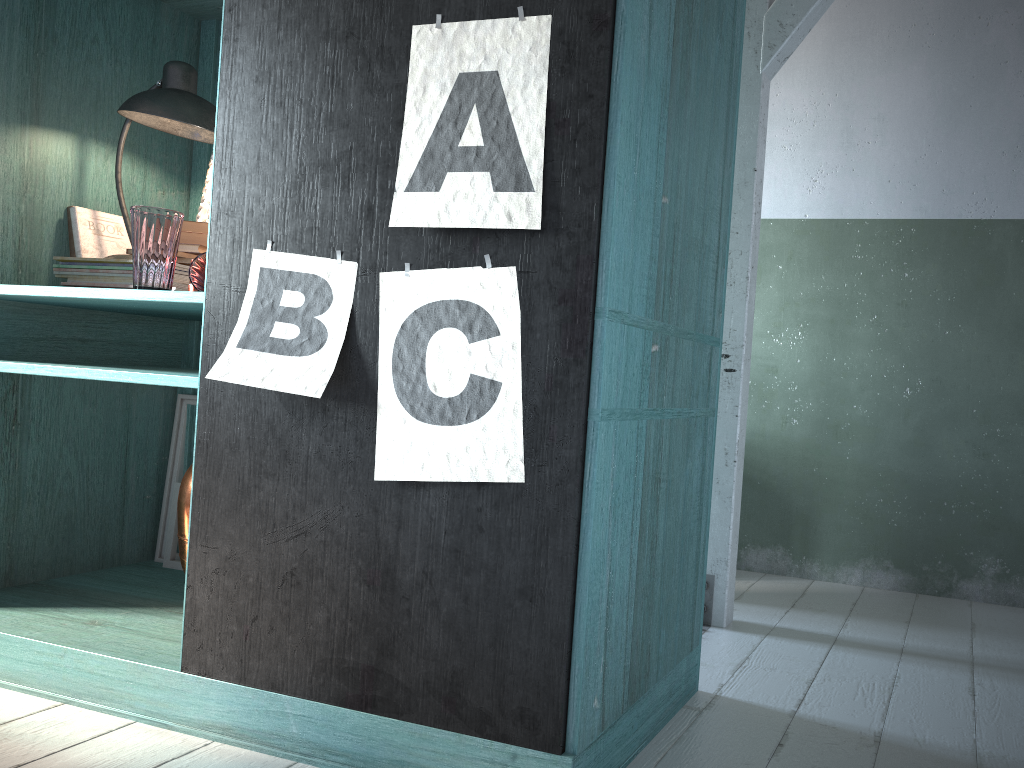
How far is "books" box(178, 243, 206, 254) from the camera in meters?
2.8

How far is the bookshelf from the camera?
1.8 meters

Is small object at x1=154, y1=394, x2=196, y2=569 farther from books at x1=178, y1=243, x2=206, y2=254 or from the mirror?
books at x1=178, y1=243, x2=206, y2=254

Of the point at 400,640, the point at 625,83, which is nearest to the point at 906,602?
the point at 400,640

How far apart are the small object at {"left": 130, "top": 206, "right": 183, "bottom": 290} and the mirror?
0.87m

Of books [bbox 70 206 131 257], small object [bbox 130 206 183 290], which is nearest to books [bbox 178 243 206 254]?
small object [bbox 130 206 183 290]

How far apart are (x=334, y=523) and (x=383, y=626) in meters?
0.3 m

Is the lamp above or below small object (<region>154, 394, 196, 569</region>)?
above

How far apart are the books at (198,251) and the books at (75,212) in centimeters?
51cm

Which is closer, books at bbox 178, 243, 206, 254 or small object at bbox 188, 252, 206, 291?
small object at bbox 188, 252, 206, 291
